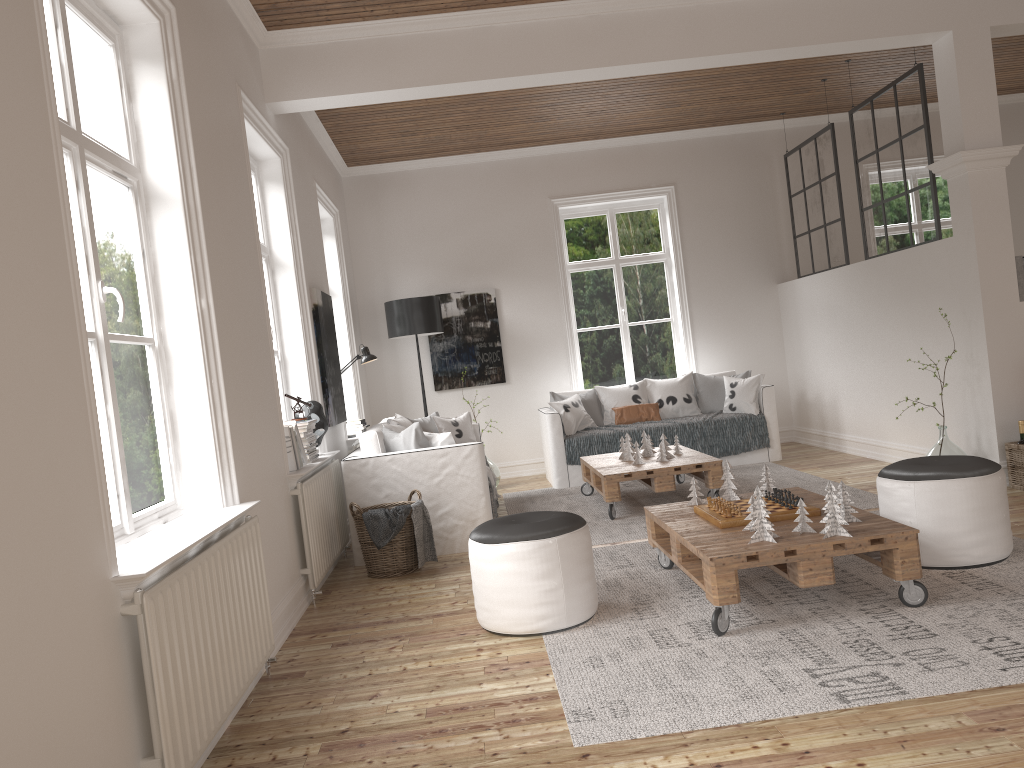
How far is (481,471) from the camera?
5.28m

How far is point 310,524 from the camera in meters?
4.4 m

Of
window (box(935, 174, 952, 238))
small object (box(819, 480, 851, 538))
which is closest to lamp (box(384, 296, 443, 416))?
small object (box(819, 480, 851, 538))

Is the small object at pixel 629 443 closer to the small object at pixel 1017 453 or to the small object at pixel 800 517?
the small object at pixel 1017 453

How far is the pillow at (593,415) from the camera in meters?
7.8 m

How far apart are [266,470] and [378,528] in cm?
95

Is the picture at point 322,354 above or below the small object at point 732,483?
above

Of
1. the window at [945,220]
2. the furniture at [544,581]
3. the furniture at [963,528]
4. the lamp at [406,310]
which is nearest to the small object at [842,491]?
the furniture at [963,528]

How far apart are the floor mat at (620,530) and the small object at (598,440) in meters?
0.2 m

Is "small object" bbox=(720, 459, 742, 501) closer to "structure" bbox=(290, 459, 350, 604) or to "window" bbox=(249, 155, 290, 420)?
"structure" bbox=(290, 459, 350, 604)
